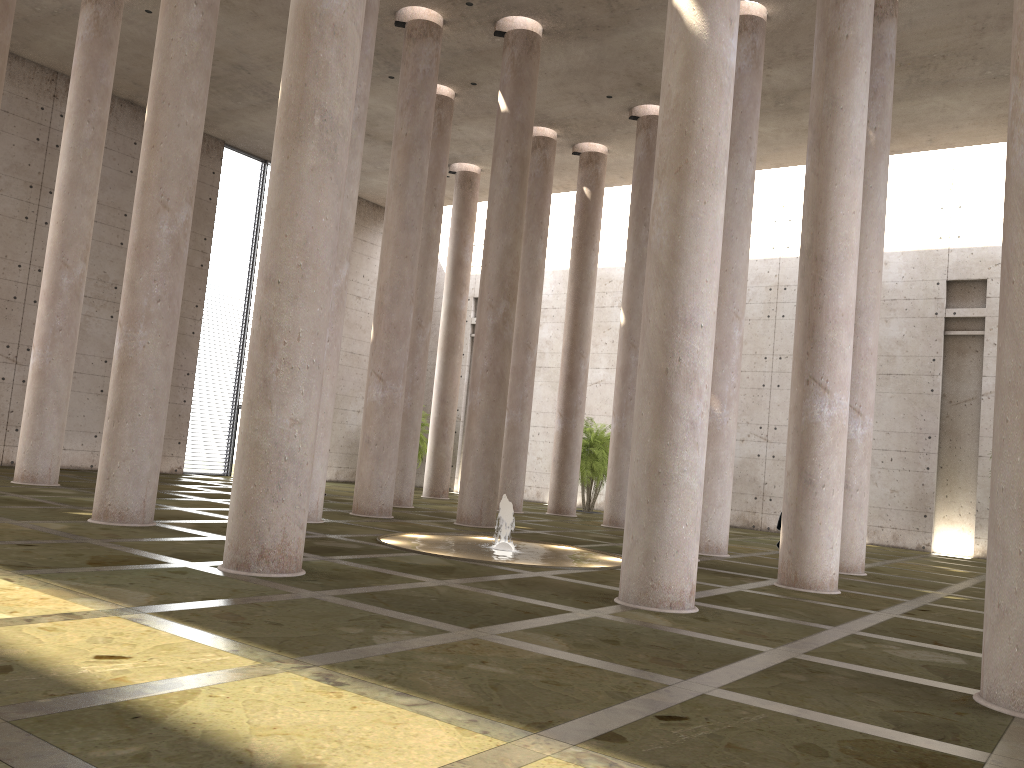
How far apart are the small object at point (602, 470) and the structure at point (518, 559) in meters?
11.6 m

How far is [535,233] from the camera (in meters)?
24.13

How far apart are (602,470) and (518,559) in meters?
14.6

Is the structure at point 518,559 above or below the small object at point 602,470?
below

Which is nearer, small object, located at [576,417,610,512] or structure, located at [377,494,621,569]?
structure, located at [377,494,621,569]

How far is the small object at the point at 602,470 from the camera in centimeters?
A: 2690cm

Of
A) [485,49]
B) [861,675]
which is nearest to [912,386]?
[485,49]

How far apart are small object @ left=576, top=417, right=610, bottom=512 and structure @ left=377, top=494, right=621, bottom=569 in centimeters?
1156cm

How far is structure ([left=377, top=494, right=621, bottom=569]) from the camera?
12.5m

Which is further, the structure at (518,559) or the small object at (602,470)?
the small object at (602,470)
